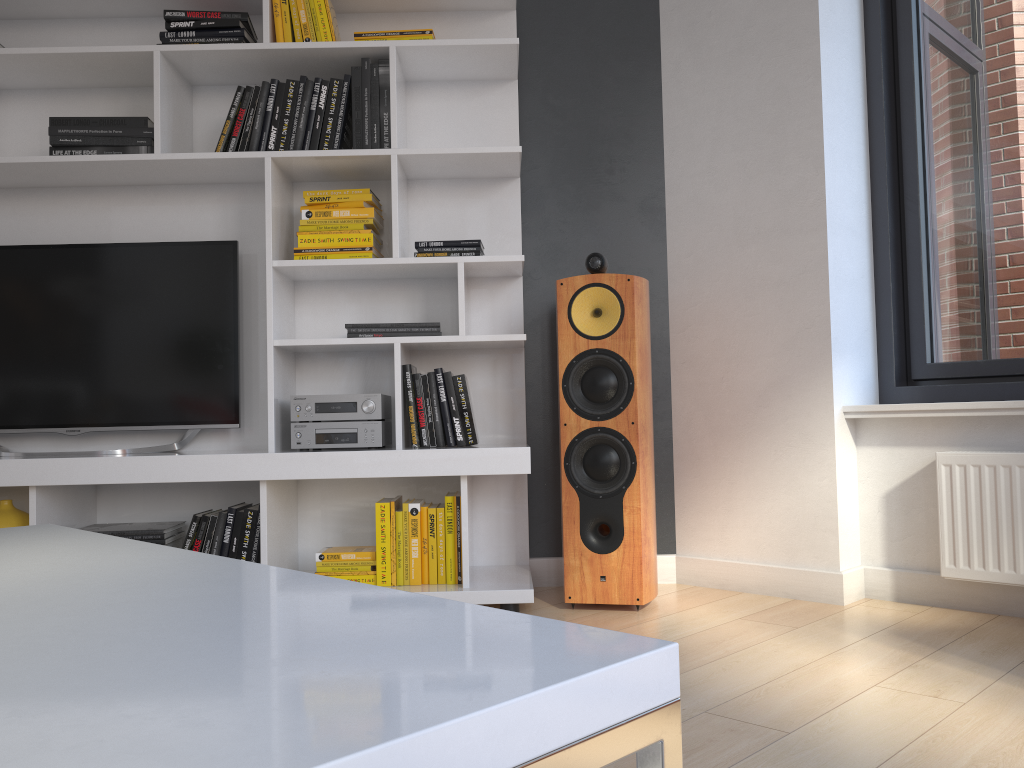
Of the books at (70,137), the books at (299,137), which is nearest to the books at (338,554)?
the books at (299,137)

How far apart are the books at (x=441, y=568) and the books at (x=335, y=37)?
1.6m

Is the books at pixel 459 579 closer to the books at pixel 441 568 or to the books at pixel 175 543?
the books at pixel 441 568

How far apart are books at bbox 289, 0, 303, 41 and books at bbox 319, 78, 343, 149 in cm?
18

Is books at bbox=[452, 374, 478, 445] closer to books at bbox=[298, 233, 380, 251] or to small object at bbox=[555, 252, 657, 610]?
small object at bbox=[555, 252, 657, 610]

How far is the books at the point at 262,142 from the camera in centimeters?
286cm

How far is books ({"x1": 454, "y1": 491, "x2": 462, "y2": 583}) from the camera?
2.7m

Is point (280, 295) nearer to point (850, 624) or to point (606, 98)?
point (606, 98)

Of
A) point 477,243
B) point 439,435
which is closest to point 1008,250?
point 477,243

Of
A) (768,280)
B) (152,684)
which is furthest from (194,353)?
(152,684)
